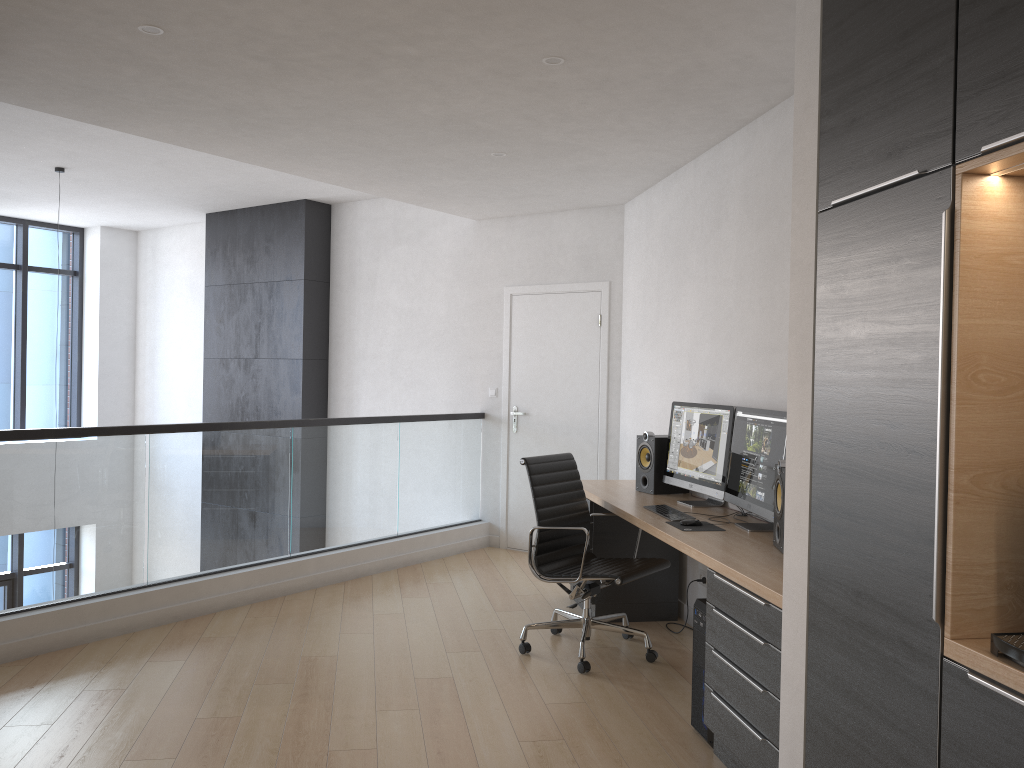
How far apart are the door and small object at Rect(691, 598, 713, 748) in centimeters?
313cm

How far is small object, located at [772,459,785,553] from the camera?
3.43m

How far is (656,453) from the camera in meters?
5.0

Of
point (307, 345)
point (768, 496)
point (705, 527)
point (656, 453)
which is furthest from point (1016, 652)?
point (307, 345)

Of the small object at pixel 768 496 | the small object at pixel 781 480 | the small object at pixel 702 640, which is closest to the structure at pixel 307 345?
the small object at pixel 768 496

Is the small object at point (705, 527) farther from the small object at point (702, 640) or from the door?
the door

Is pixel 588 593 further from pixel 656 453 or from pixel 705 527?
pixel 656 453

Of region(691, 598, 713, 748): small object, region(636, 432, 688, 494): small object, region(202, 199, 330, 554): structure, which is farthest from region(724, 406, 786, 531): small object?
region(202, 199, 330, 554): structure

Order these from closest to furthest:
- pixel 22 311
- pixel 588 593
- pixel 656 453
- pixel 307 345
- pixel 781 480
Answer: pixel 781 480 → pixel 588 593 → pixel 656 453 → pixel 307 345 → pixel 22 311

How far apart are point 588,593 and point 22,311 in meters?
8.0 m
